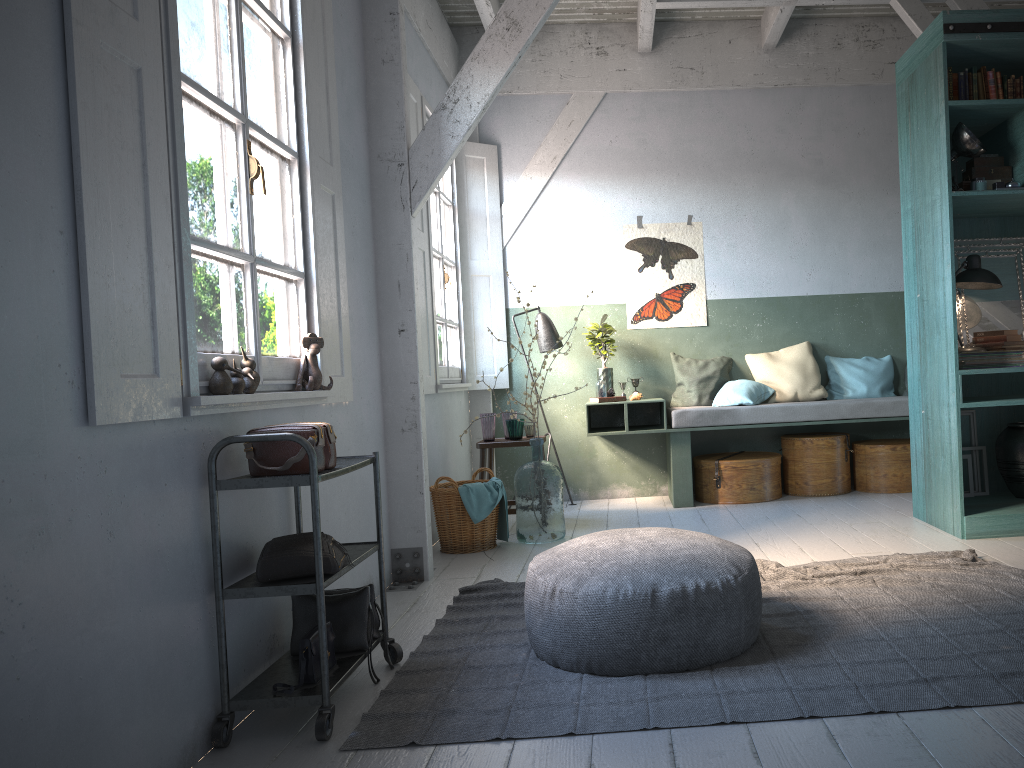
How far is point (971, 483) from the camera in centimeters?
598cm

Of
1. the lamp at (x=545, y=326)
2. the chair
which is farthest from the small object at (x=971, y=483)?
the lamp at (x=545, y=326)

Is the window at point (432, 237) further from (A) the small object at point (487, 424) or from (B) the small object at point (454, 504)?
(B) the small object at point (454, 504)

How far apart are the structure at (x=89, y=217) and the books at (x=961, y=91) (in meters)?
3.77

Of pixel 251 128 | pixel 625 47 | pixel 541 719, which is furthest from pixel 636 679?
pixel 625 47

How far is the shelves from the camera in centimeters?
302cm

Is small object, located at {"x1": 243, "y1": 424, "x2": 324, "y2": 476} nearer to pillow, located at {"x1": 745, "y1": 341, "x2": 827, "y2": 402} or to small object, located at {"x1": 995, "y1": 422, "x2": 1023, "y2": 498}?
small object, located at {"x1": 995, "y1": 422, "x2": 1023, "y2": 498}

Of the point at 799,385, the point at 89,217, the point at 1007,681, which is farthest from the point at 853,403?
the point at 89,217

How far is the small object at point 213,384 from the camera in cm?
312

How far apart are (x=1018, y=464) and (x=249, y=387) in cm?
487
